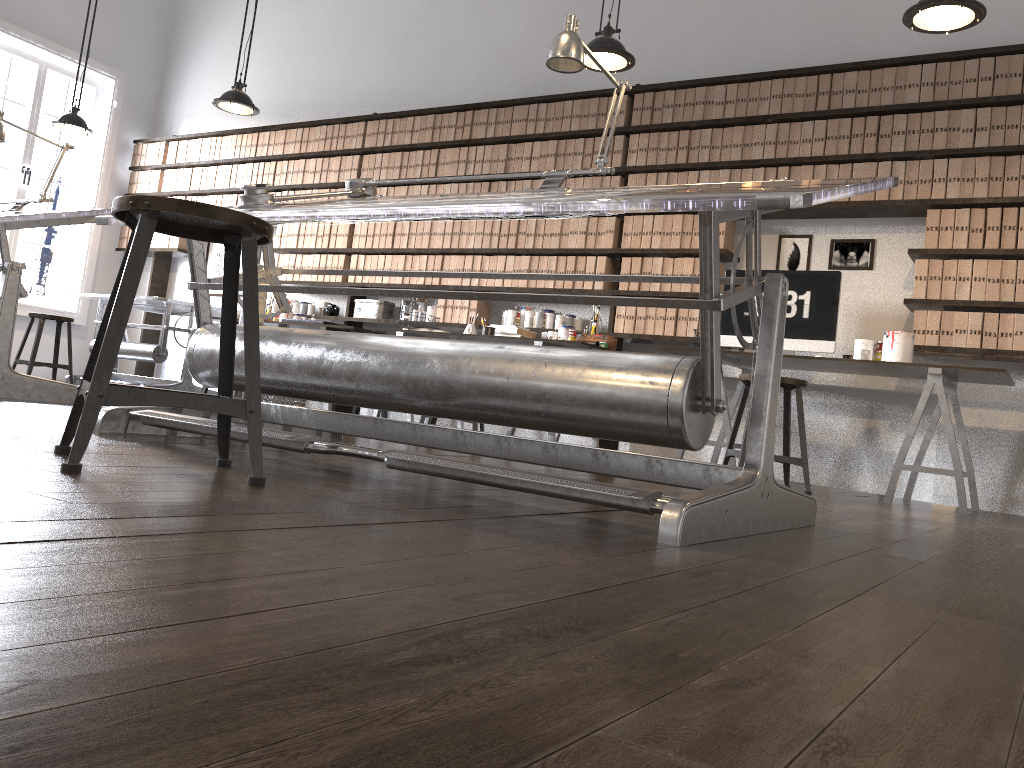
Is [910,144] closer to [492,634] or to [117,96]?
[492,634]

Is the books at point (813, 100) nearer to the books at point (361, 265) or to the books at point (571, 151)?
the books at point (571, 151)

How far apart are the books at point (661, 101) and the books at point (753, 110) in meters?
0.6 m

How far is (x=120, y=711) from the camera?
0.5 meters

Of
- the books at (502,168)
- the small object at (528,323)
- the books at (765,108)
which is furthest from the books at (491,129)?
the books at (765,108)

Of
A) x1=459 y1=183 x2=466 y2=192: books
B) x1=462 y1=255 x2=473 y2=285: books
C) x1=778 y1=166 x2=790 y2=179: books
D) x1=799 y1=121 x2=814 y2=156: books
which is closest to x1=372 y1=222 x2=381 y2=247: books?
x1=459 y1=183 x2=466 y2=192: books

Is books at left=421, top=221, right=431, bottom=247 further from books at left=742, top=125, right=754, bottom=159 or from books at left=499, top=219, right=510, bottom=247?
books at left=742, top=125, right=754, bottom=159

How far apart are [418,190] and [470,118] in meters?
0.7

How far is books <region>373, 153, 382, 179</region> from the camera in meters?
6.9

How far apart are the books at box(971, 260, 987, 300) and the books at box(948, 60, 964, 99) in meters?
0.9 m
